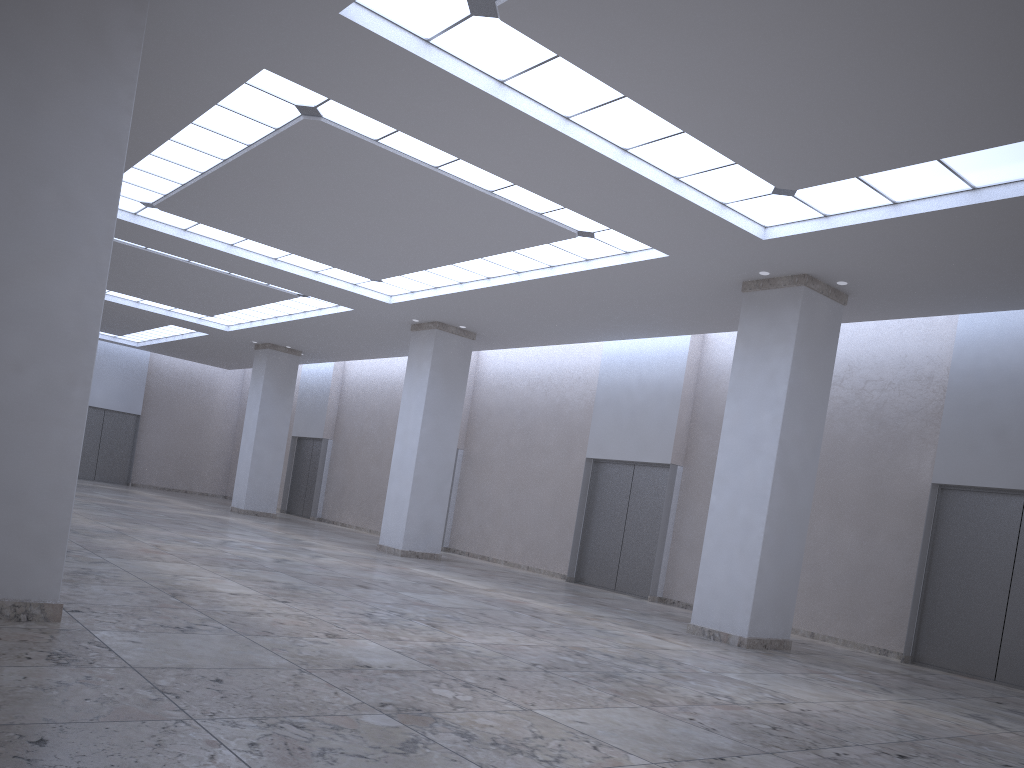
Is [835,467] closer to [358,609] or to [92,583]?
[358,609]

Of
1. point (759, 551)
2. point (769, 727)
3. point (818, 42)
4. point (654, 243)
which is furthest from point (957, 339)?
point (769, 727)
